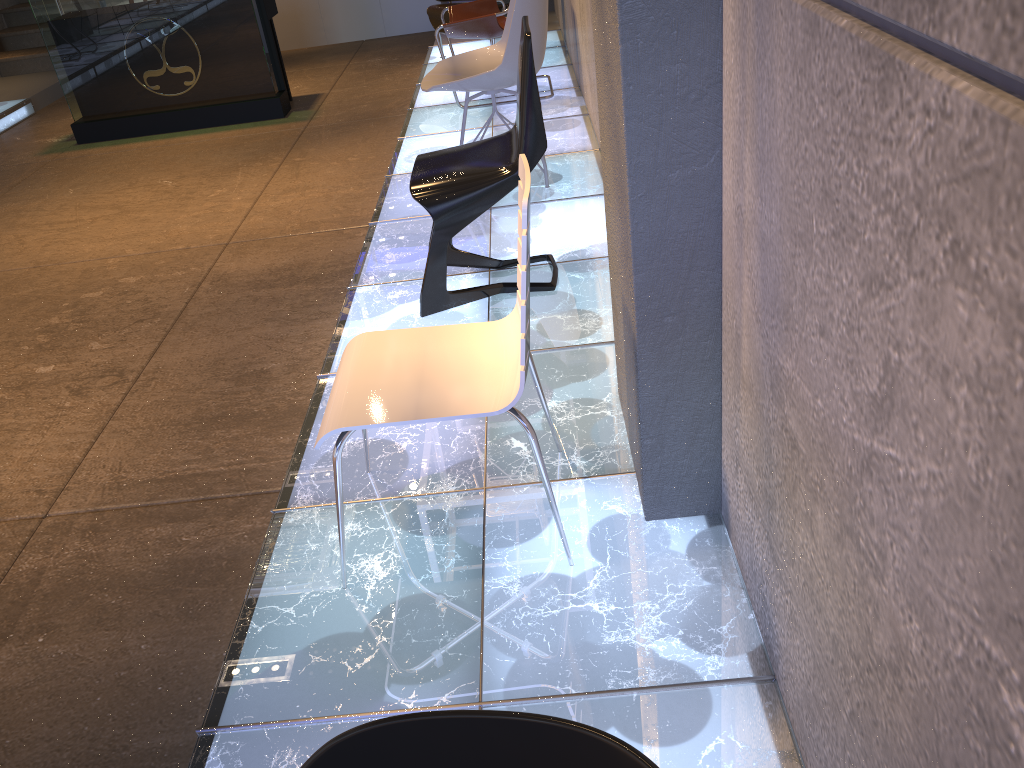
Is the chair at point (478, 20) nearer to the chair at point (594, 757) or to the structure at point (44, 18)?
the structure at point (44, 18)

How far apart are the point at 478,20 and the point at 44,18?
3.3m

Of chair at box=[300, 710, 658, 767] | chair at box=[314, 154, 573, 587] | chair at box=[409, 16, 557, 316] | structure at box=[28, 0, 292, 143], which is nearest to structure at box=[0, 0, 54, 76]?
structure at box=[28, 0, 292, 143]

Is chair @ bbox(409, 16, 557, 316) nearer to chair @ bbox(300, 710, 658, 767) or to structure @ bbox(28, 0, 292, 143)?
chair @ bbox(300, 710, 658, 767)

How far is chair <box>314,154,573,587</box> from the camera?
1.9m

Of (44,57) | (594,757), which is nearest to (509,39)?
(594,757)

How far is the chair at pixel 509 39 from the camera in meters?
3.9

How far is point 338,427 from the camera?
1.86m

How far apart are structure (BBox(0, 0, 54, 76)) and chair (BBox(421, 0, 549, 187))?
6.66m

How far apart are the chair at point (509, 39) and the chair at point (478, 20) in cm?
115
